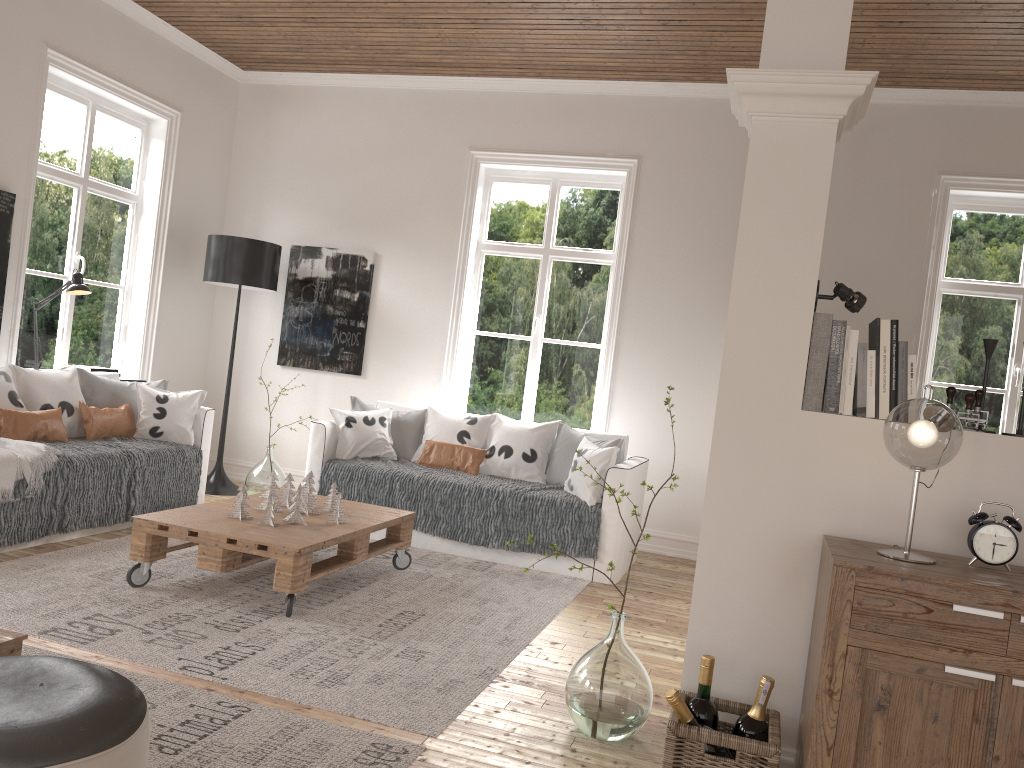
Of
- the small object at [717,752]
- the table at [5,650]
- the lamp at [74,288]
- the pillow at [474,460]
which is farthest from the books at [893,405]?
the lamp at [74,288]

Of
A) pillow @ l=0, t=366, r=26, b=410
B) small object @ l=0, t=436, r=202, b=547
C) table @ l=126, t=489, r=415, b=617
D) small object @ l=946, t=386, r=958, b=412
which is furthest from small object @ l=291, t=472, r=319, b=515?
small object @ l=946, t=386, r=958, b=412

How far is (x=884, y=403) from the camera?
2.41m

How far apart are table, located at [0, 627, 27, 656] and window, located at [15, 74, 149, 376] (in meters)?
3.75

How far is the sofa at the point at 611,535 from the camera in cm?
480

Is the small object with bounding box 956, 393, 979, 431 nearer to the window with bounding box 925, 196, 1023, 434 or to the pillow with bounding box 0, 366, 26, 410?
the window with bounding box 925, 196, 1023, 434

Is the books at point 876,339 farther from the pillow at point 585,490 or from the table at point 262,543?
the pillow at point 585,490

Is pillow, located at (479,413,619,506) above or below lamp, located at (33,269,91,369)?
below

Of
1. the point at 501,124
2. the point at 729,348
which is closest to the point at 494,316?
the point at 501,124

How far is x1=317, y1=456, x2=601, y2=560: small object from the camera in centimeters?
484cm
